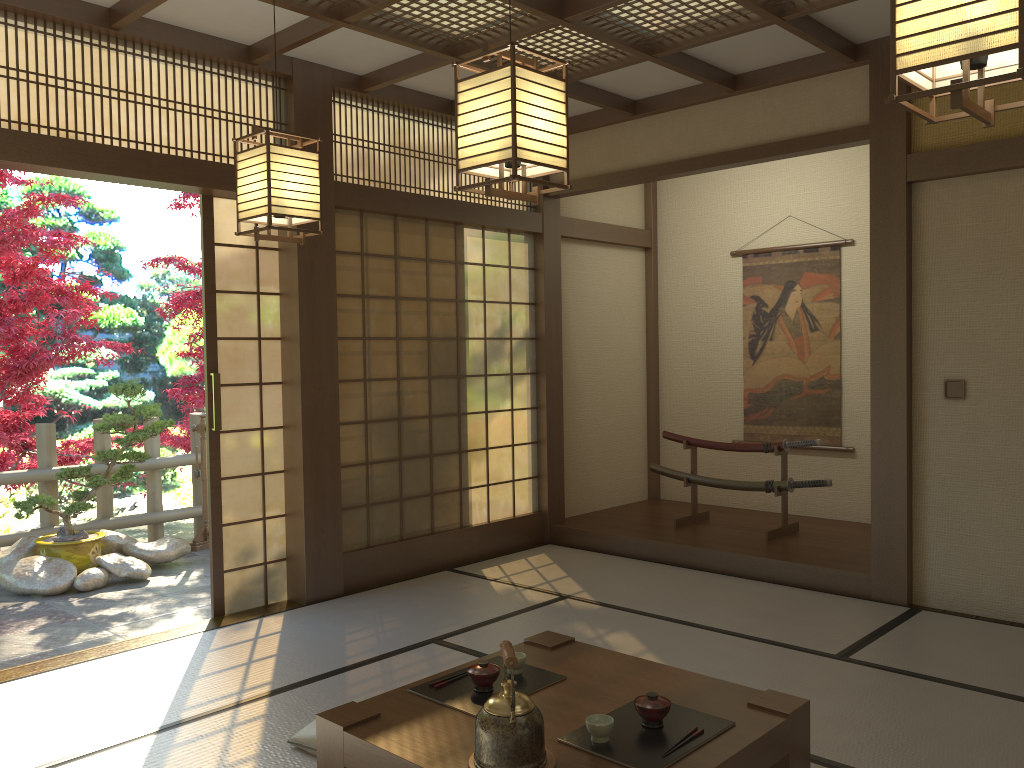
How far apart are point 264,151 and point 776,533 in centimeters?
414cm

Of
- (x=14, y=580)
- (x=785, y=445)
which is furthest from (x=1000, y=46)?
(x=14, y=580)

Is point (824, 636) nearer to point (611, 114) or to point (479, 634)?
point (479, 634)

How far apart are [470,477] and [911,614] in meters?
2.8 m

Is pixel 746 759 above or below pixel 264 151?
below

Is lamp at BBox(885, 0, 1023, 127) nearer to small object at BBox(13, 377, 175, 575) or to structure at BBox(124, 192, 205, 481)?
small object at BBox(13, 377, 175, 575)

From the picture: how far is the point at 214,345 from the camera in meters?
4.7

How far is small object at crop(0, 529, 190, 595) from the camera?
5.6m

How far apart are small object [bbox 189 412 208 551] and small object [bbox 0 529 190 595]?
0.4 meters

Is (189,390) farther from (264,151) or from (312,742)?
(312,742)
